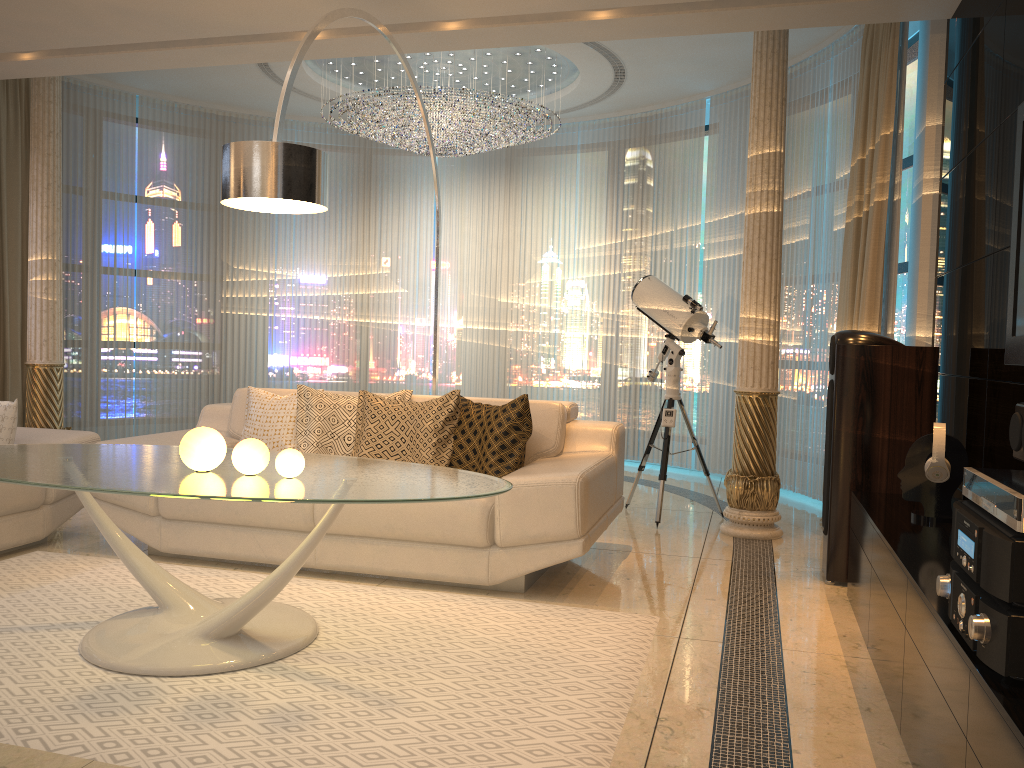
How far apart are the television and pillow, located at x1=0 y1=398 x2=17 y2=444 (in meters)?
4.11

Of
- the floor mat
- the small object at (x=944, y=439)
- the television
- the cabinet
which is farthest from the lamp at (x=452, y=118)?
the small object at (x=944, y=439)

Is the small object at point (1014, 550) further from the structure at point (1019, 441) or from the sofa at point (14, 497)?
the sofa at point (14, 497)

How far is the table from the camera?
2.5m

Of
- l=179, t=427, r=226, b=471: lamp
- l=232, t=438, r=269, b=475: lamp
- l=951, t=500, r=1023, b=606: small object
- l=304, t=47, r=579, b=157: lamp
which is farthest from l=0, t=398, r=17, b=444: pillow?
l=951, t=500, r=1023, b=606: small object

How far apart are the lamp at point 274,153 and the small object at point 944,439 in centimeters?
231cm

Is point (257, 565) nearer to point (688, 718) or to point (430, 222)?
point (688, 718)

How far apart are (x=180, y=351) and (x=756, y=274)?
5.22m

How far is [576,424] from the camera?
4.34m

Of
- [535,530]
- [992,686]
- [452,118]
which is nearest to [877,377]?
[535,530]
